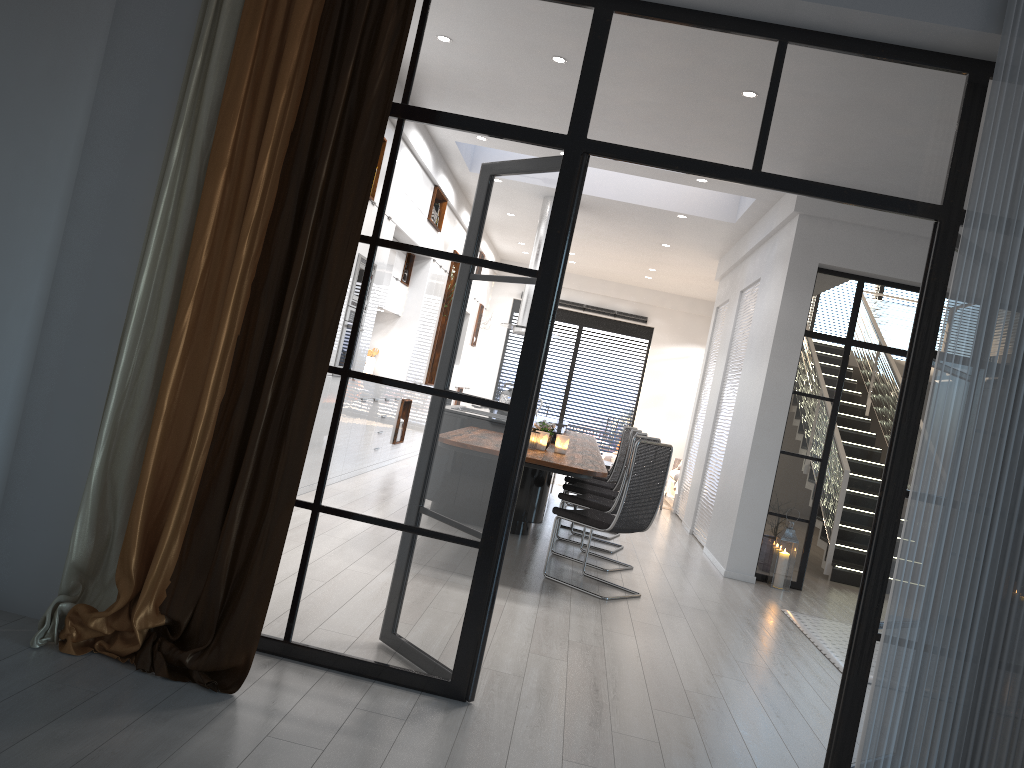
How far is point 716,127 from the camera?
3.3m

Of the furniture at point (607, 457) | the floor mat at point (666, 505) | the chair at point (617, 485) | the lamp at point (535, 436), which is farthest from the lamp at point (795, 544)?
the furniture at point (607, 457)

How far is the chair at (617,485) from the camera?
8.1m

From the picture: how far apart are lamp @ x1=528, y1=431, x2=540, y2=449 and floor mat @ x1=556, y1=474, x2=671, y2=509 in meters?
6.3 m

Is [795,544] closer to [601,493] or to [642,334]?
[601,493]

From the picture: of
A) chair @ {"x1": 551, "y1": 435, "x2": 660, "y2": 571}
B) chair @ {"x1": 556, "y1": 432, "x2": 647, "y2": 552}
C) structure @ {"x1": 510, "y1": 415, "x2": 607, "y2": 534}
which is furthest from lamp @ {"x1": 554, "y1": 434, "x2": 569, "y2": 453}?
chair @ {"x1": 556, "y1": 432, "x2": 647, "y2": 552}

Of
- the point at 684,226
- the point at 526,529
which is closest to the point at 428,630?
the point at 526,529

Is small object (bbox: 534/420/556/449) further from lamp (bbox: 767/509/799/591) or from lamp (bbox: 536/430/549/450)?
lamp (bbox: 767/509/799/591)

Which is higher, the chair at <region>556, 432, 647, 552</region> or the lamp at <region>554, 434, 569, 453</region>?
the lamp at <region>554, 434, 569, 453</region>

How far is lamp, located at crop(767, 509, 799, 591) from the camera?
7.30m
